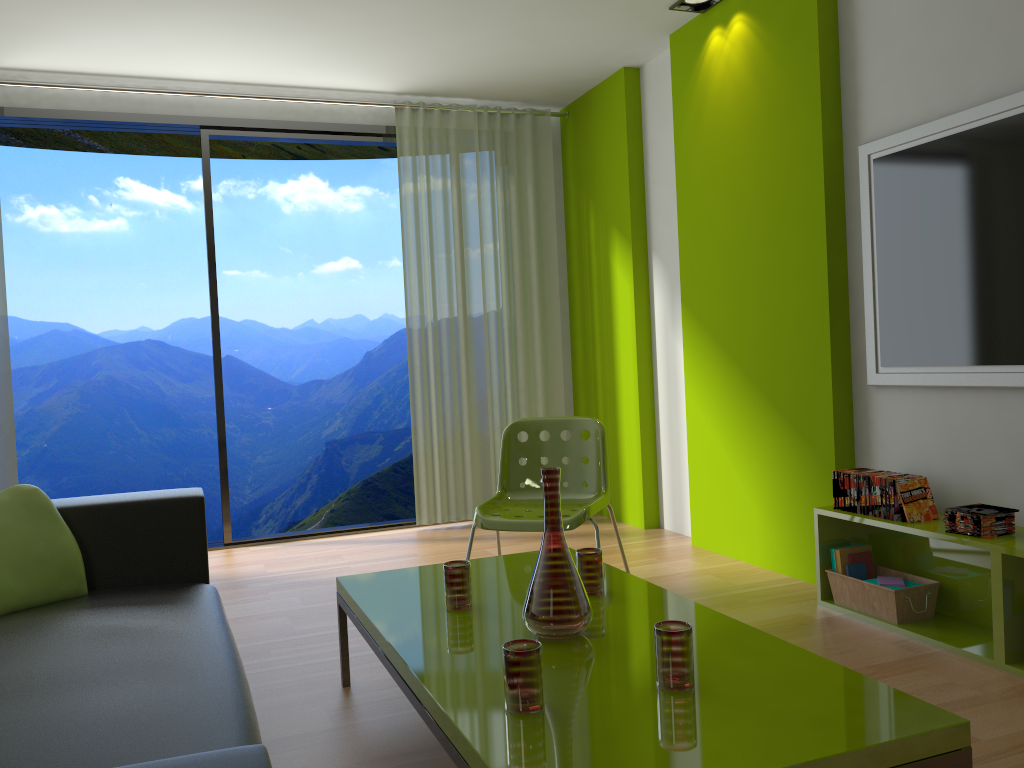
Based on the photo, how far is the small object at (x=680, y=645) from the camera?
1.72m

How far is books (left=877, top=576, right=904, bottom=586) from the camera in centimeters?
318cm

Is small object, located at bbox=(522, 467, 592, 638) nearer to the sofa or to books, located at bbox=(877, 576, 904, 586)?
the sofa

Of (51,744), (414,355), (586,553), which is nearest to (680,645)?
(586,553)

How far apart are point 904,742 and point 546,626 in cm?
81

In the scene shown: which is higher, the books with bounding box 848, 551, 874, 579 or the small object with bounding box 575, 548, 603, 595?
the small object with bounding box 575, 548, 603, 595

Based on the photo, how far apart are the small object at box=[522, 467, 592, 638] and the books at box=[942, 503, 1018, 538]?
1.5 meters

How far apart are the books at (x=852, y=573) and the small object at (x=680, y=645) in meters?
1.8

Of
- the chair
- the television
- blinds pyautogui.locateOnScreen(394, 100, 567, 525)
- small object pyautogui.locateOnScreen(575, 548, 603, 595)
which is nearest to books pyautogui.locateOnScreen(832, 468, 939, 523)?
the television

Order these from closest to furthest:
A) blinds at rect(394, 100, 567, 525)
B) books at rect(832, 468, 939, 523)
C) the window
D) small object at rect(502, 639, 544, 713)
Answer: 1. small object at rect(502, 639, 544, 713)
2. books at rect(832, 468, 939, 523)
3. the window
4. blinds at rect(394, 100, 567, 525)
